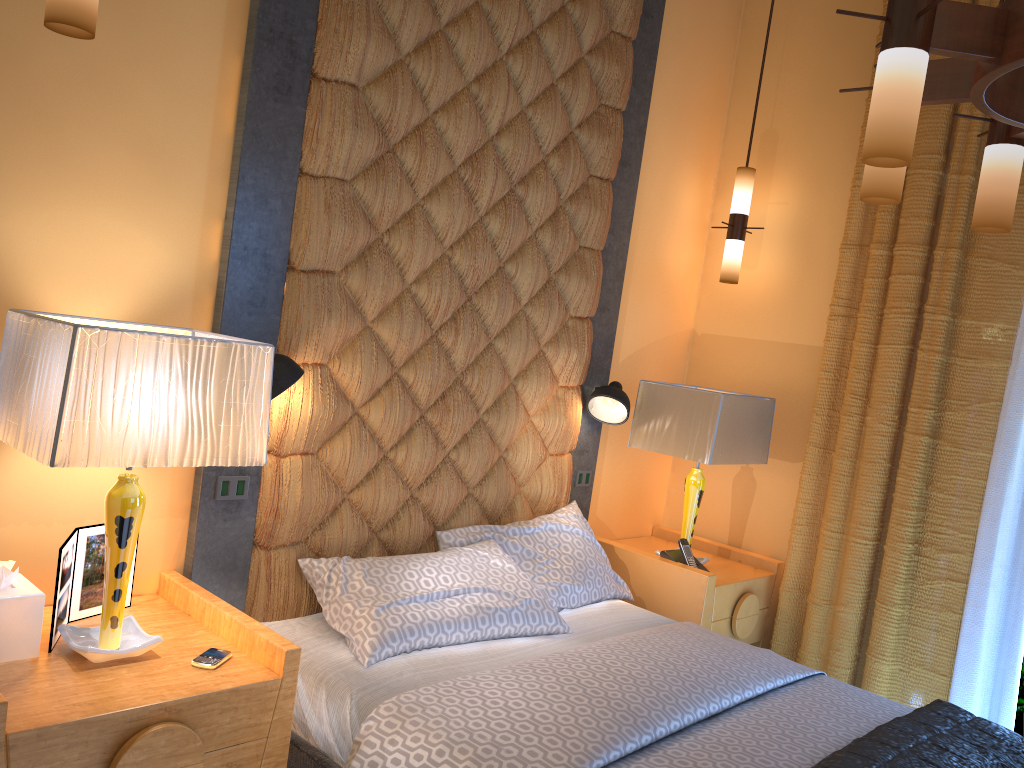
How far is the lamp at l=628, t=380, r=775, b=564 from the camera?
3.63m

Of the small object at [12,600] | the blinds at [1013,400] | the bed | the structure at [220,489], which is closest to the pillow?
the bed

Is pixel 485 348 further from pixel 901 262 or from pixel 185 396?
pixel 901 262

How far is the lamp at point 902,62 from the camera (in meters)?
1.62

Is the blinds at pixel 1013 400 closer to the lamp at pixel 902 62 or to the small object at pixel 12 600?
the lamp at pixel 902 62

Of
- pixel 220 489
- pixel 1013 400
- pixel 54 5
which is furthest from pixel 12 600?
pixel 1013 400

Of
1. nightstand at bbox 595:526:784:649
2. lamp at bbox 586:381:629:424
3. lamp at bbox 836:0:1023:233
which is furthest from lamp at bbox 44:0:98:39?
nightstand at bbox 595:526:784:649

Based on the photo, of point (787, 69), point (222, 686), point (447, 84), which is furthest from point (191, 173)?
point (787, 69)

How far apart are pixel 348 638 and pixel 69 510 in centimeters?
86cm

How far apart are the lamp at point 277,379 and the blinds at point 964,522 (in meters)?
2.30
